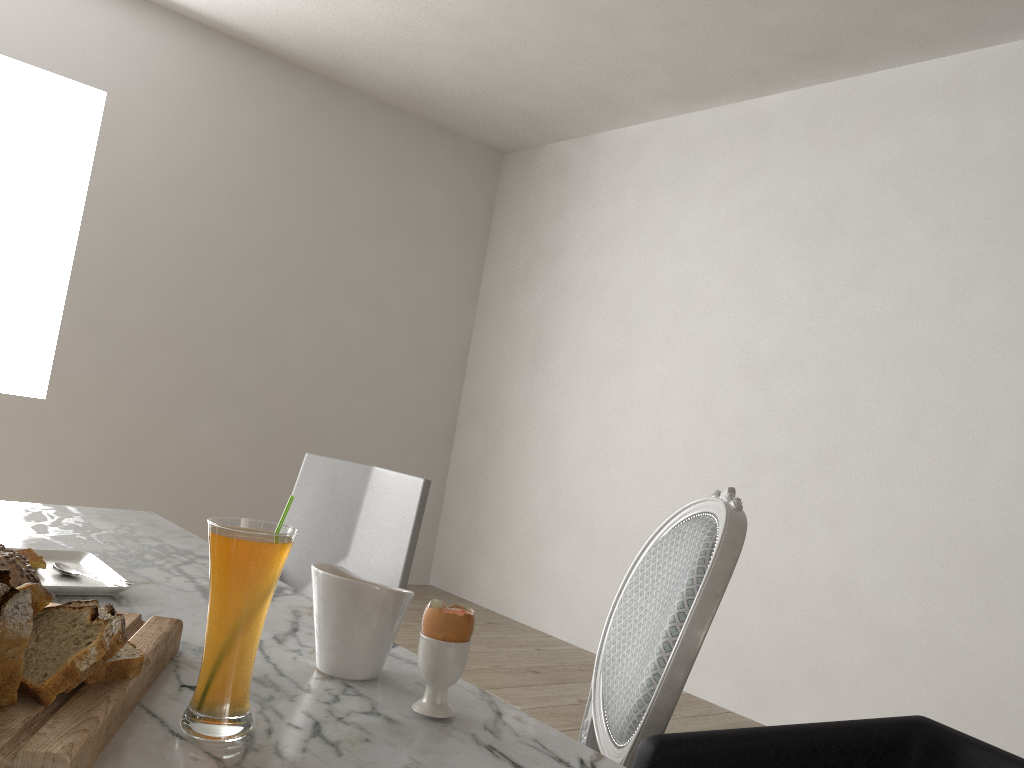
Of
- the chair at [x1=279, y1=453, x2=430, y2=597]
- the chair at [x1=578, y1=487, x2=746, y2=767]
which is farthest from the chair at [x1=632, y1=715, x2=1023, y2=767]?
the chair at [x1=279, y1=453, x2=430, y2=597]

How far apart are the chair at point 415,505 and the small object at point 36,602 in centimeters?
106cm

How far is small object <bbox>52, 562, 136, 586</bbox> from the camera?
1.10m

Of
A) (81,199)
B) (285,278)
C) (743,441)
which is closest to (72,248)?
(81,199)

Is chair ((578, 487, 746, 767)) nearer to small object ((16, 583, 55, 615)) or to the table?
the table

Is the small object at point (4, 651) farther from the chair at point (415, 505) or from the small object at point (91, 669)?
the chair at point (415, 505)

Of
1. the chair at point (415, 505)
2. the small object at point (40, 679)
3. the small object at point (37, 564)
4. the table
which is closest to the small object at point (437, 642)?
the table

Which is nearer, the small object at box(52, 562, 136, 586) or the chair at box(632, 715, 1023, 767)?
the chair at box(632, 715, 1023, 767)

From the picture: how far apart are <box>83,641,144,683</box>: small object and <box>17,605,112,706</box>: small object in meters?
0.0

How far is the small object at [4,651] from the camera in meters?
0.6 m
